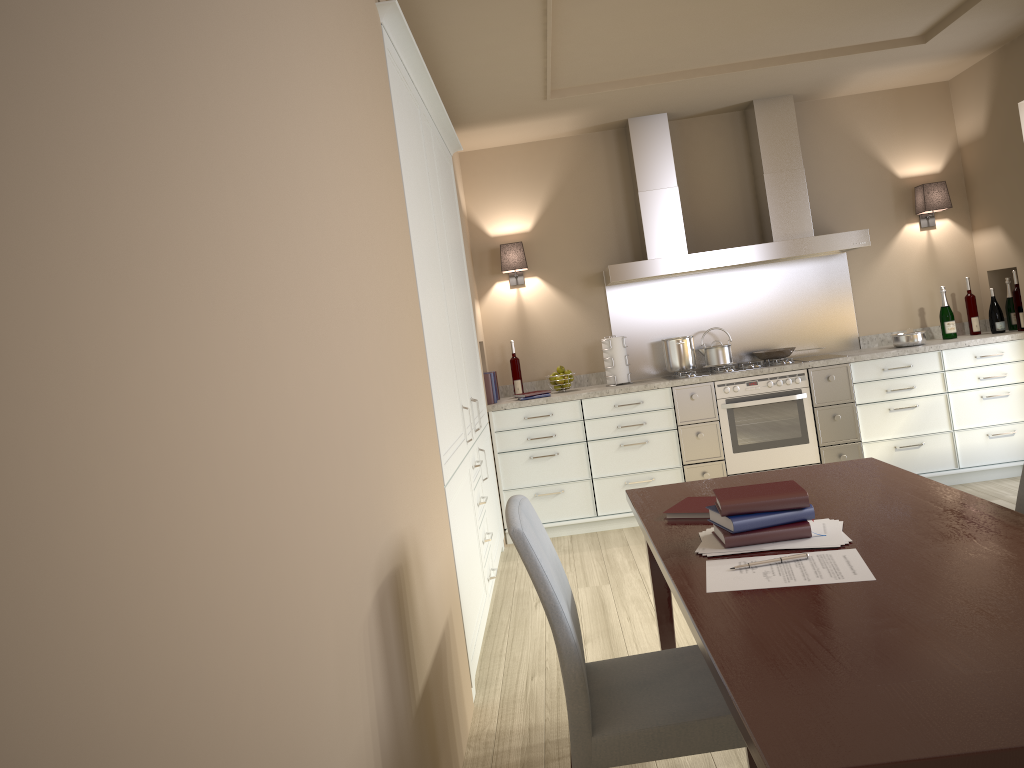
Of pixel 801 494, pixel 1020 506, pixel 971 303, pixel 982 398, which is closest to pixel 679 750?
pixel 801 494

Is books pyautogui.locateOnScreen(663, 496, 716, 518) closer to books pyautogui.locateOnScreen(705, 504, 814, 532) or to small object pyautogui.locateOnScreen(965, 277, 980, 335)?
books pyautogui.locateOnScreen(705, 504, 814, 532)

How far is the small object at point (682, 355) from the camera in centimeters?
A: 540cm

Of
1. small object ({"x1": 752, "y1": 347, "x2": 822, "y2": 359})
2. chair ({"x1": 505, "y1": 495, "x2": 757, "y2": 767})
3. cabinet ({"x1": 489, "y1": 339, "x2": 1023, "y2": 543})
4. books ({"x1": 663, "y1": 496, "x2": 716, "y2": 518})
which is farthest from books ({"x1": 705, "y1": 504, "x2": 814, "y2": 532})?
small object ({"x1": 752, "y1": 347, "x2": 822, "y2": 359})

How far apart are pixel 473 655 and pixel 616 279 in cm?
277

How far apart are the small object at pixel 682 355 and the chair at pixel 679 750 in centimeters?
344cm

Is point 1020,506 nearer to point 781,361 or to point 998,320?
point 781,361

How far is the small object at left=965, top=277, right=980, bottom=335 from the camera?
5.4m

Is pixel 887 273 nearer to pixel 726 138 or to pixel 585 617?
pixel 726 138

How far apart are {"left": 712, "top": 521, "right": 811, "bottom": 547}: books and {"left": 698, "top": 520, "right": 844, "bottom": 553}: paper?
0.0m
